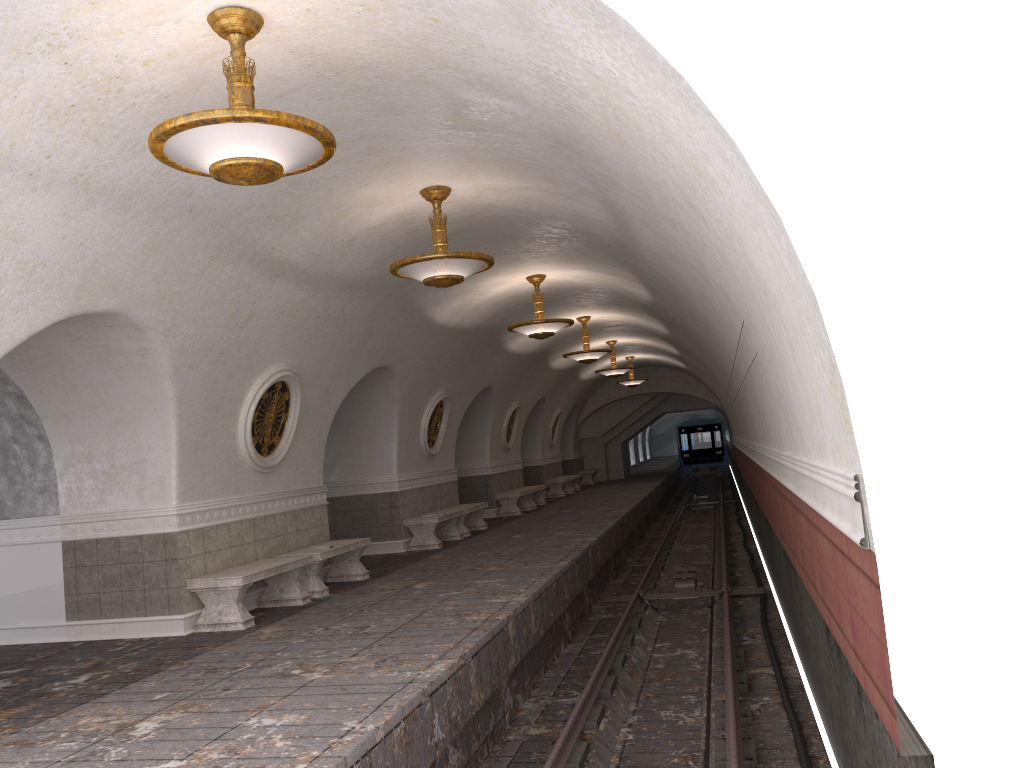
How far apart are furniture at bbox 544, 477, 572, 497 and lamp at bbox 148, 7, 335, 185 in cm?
2110

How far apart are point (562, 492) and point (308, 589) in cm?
1632

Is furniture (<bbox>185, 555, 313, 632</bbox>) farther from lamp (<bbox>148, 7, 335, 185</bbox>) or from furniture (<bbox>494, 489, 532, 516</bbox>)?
furniture (<bbox>494, 489, 532, 516</bbox>)

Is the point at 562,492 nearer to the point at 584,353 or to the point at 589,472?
the point at 589,472

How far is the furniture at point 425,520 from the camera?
14.2 meters

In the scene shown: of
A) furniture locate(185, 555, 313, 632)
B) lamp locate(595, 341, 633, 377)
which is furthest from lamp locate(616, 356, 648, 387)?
furniture locate(185, 555, 313, 632)

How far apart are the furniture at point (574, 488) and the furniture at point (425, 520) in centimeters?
1254cm

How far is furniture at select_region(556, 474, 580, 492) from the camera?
28.7m

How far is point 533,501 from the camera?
21.9 meters

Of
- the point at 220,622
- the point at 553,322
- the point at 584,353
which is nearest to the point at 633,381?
the point at 584,353
